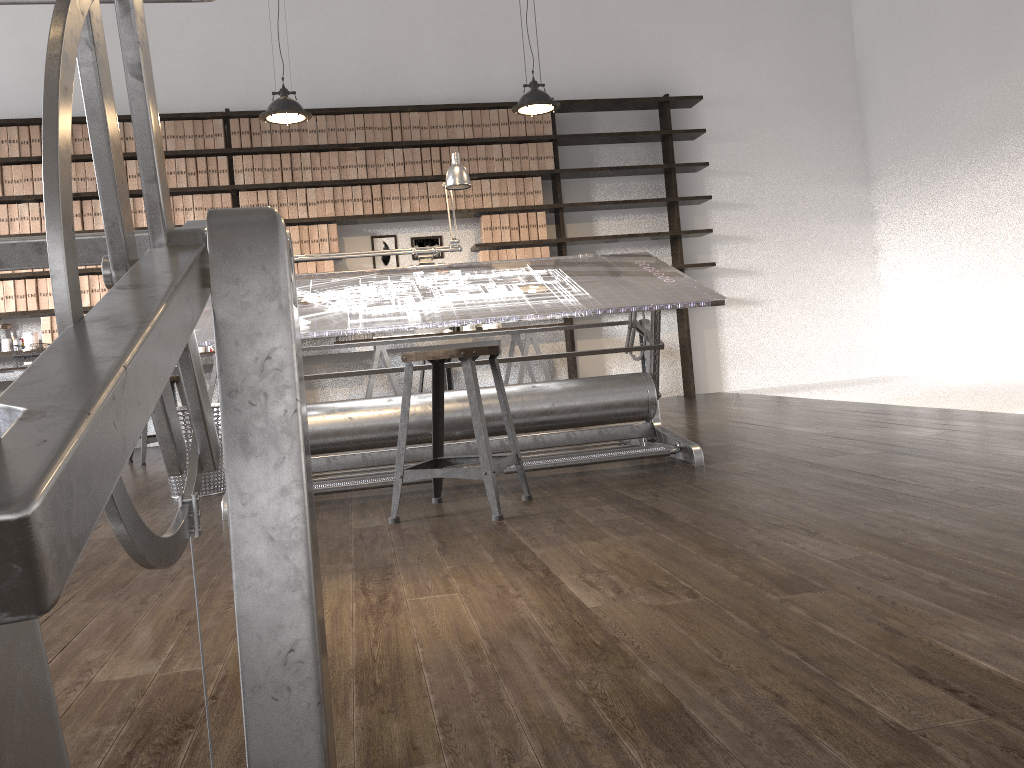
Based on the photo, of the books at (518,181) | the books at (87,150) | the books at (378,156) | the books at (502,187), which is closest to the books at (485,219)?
the books at (502,187)

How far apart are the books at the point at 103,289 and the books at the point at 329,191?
1.7 meters

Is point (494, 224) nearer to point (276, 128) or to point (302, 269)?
point (302, 269)

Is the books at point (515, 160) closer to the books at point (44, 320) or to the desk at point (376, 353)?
the desk at point (376, 353)

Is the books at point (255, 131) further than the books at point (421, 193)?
No

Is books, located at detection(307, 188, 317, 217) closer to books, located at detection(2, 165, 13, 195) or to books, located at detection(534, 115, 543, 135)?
books, located at detection(534, 115, 543, 135)

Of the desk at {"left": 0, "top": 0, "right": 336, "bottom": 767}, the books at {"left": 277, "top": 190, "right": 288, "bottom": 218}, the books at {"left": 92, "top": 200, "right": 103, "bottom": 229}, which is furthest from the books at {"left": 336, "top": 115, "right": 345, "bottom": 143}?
the desk at {"left": 0, "top": 0, "right": 336, "bottom": 767}

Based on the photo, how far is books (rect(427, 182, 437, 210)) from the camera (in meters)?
6.75

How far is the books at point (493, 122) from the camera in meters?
6.8 m

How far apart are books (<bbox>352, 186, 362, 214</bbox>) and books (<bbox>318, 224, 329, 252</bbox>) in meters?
0.3
